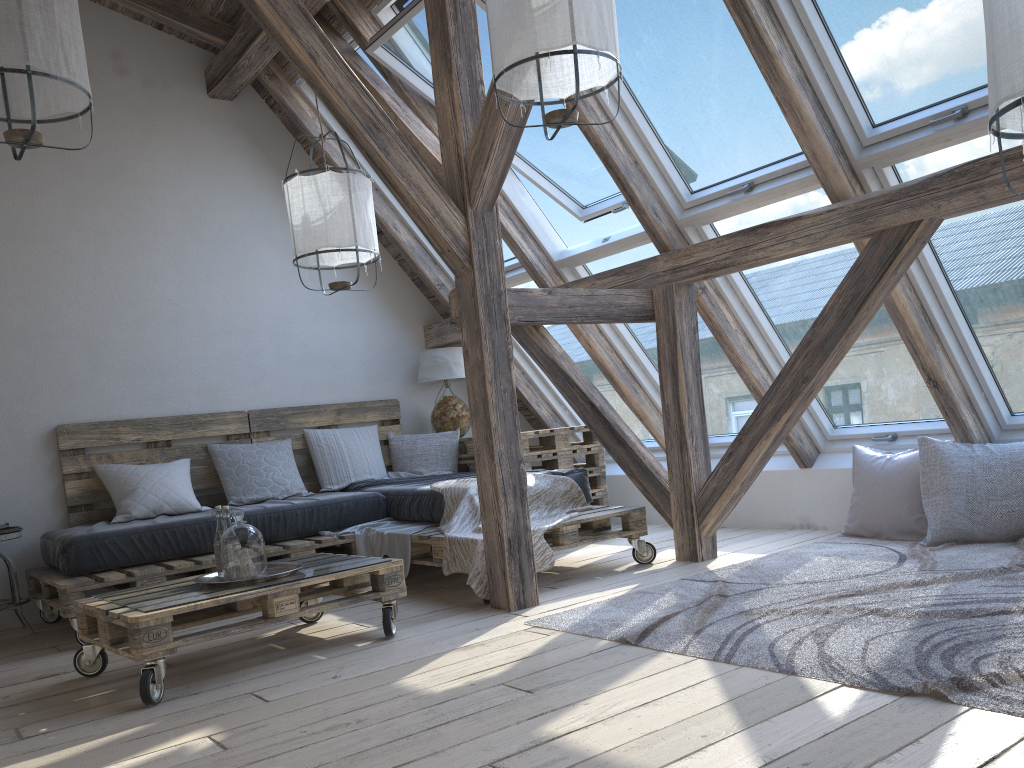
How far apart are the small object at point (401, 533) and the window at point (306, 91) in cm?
163

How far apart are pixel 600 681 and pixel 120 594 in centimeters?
178cm

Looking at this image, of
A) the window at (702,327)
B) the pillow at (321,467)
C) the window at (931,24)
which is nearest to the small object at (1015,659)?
the window at (702,327)

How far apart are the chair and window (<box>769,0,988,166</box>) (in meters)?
4.01

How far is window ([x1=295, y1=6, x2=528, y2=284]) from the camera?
5.20m

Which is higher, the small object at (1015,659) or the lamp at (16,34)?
the lamp at (16,34)

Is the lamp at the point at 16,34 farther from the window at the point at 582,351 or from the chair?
the window at the point at 582,351

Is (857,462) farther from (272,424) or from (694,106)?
(272,424)

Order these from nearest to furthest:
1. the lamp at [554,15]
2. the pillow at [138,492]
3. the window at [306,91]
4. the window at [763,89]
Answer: the lamp at [554,15]
the window at [763,89]
the pillow at [138,492]
the window at [306,91]

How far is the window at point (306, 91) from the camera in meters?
5.2
